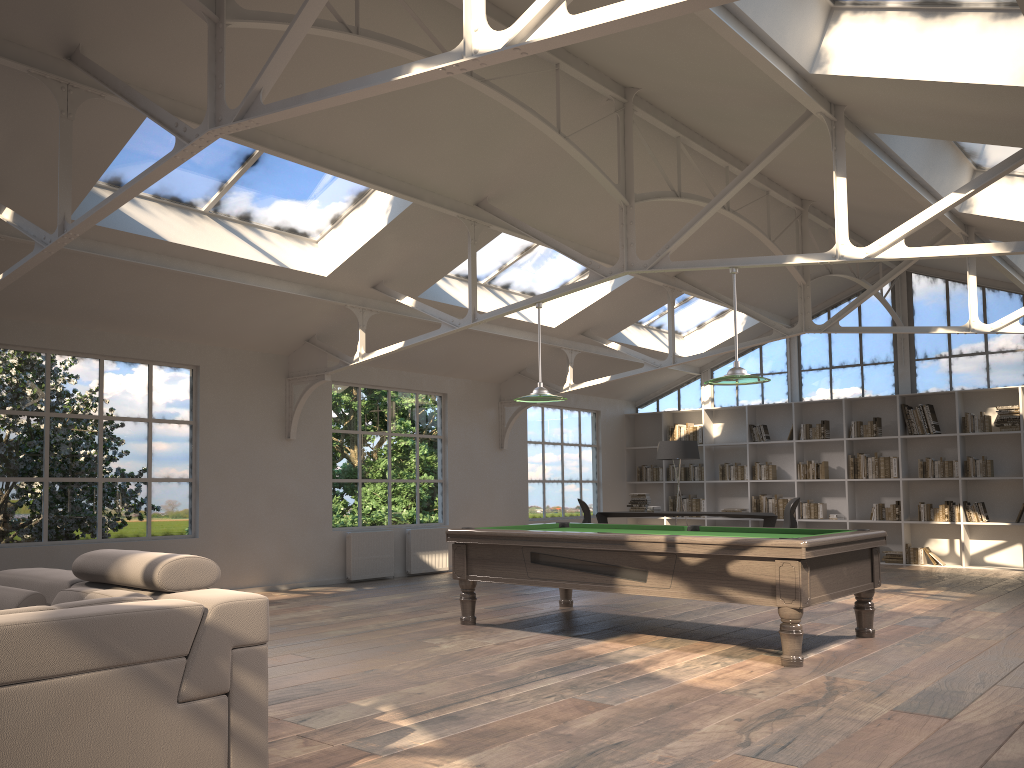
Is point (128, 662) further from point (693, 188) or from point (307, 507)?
point (693, 188)

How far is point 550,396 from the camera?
7.3 meters

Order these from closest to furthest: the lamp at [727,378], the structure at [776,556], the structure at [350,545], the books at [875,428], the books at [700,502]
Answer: the structure at [776,556] → the lamp at [727,378] → the structure at [350,545] → the books at [875,428] → the books at [700,502]

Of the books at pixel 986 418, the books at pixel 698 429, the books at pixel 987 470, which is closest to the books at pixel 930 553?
the books at pixel 987 470

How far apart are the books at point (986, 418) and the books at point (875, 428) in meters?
1.1 m

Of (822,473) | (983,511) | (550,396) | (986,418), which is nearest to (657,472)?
(822,473)

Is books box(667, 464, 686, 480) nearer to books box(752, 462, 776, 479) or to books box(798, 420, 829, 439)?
books box(752, 462, 776, 479)

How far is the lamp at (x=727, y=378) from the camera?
6.2 meters

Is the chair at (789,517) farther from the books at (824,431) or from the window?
the window

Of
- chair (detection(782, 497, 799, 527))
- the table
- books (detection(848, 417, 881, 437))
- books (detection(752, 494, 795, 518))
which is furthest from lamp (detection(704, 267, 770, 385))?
books (detection(752, 494, 795, 518))
